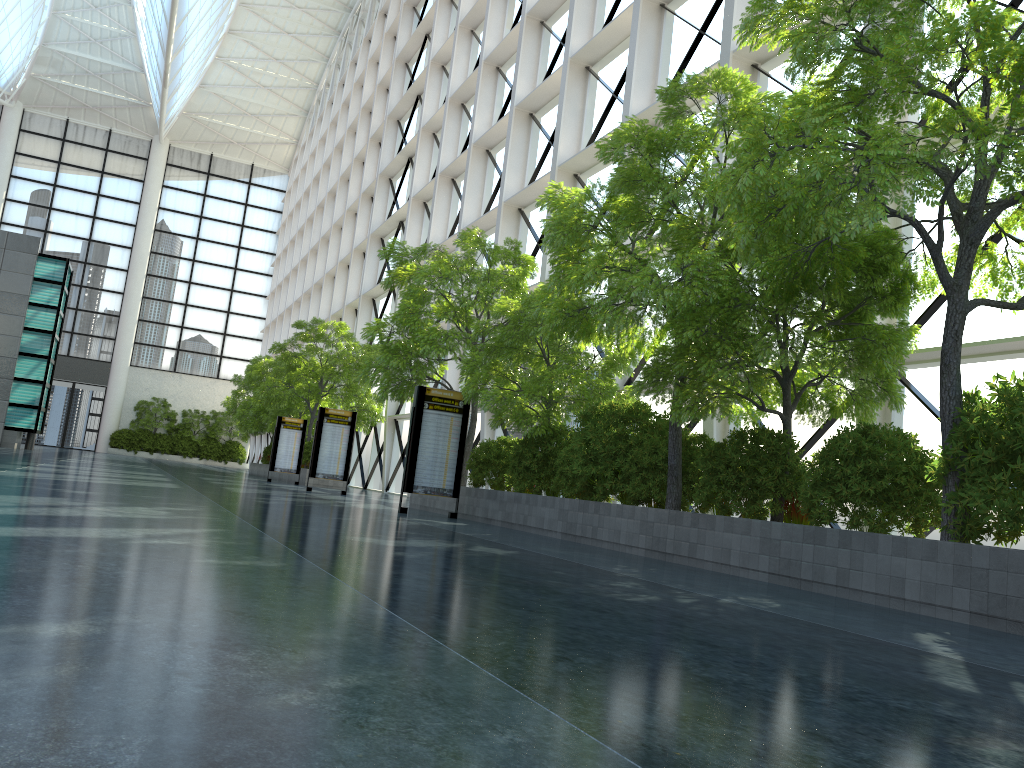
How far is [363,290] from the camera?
48.31m
